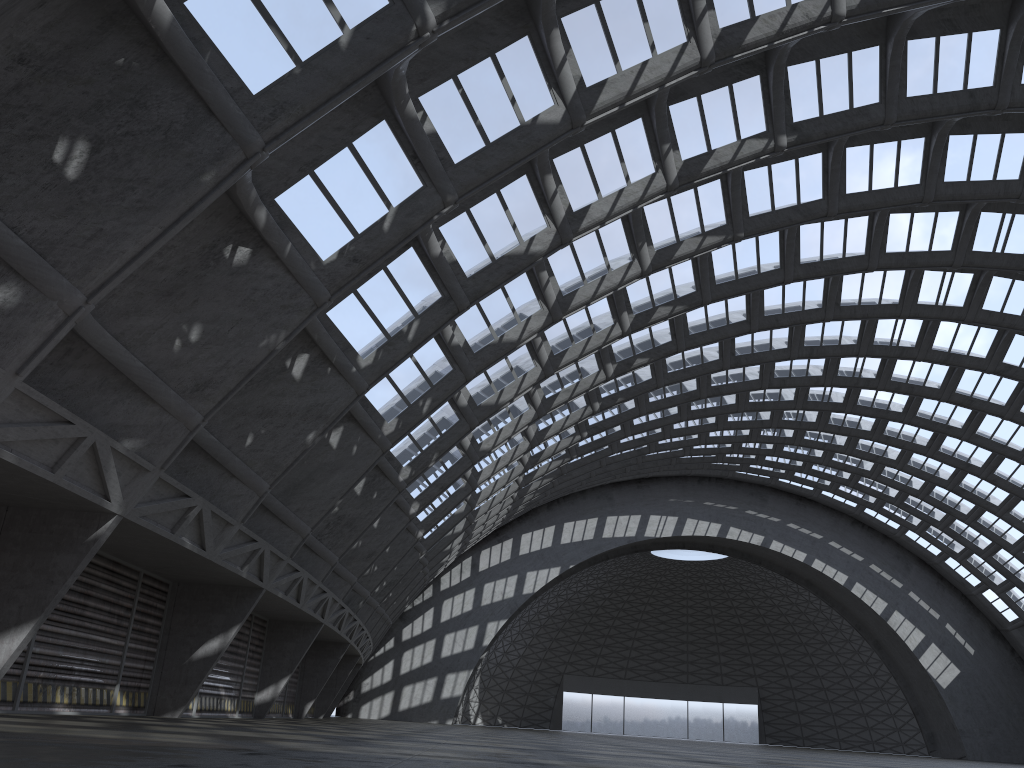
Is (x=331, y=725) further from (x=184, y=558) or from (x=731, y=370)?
(x=731, y=370)
